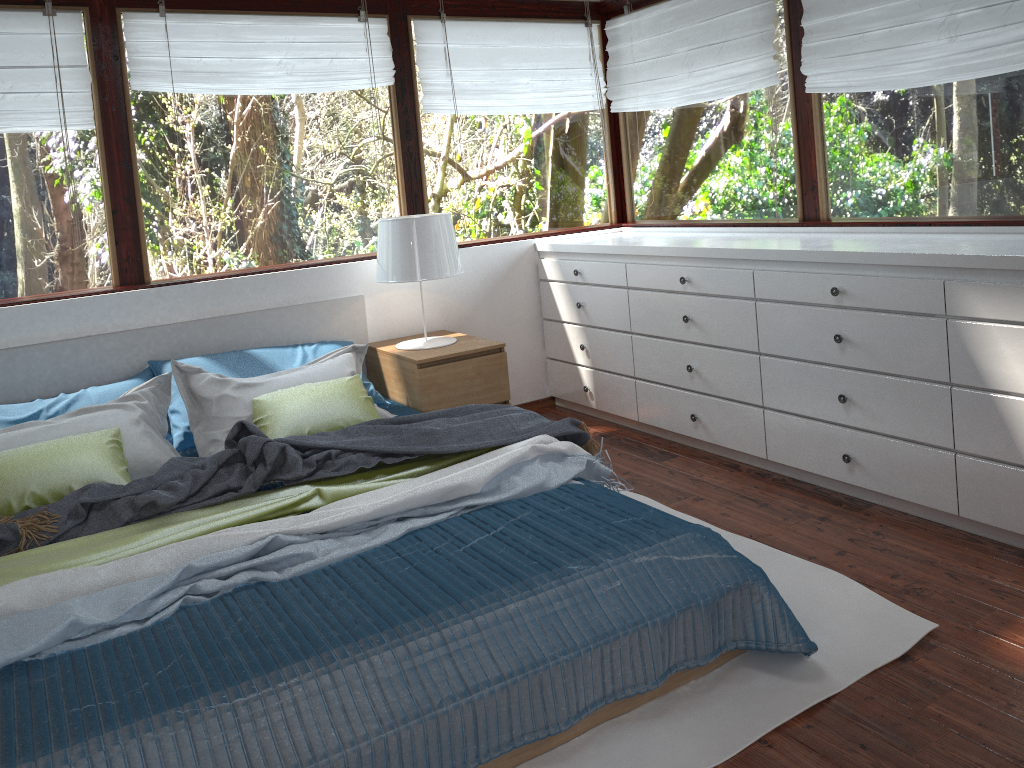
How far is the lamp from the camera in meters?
3.7

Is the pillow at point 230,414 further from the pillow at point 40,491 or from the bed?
the bed

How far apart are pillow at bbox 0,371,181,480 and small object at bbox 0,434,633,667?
0.9 meters

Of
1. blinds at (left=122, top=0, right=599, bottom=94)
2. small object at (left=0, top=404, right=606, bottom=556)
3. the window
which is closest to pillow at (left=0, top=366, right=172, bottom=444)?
the window

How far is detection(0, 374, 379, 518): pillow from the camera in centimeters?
277cm

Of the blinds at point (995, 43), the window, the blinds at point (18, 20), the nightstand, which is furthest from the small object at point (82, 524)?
the blinds at point (995, 43)

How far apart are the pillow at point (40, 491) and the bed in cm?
30

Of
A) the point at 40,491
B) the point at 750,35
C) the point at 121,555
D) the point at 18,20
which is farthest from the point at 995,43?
the point at 18,20

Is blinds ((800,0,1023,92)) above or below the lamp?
above

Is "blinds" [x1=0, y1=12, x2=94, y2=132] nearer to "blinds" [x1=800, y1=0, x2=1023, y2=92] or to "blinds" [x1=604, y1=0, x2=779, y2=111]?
"blinds" [x1=604, y1=0, x2=779, y2=111]
